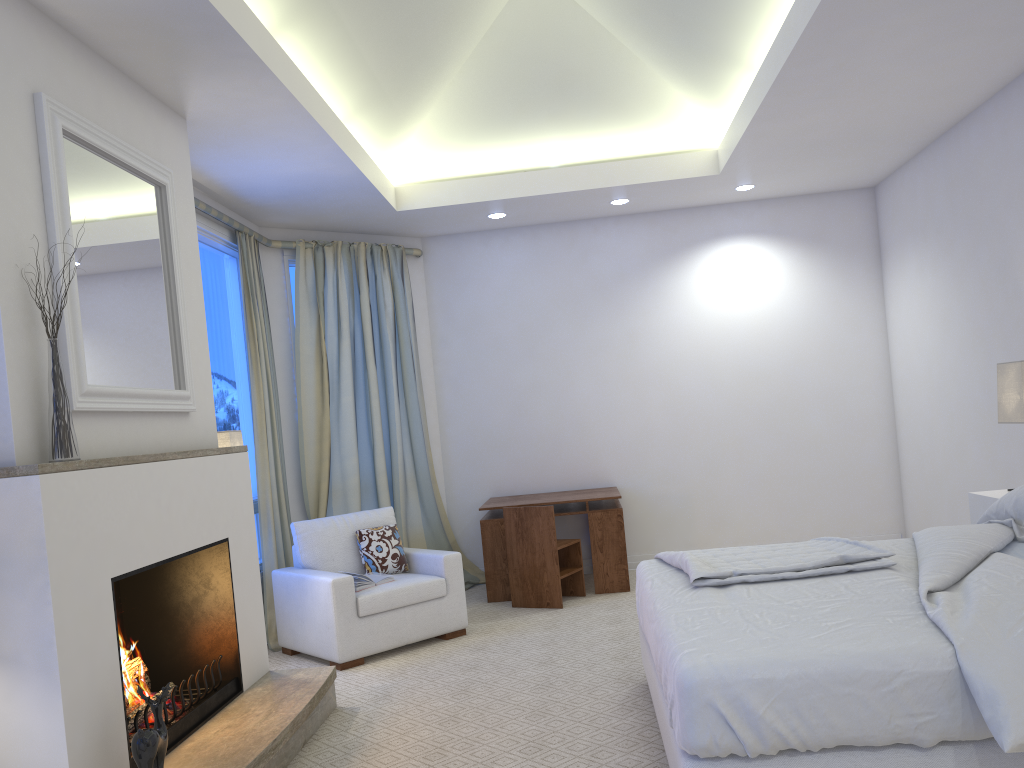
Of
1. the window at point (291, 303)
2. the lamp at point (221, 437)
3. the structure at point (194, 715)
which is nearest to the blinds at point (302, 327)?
the window at point (291, 303)

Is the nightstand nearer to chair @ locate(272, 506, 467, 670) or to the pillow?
chair @ locate(272, 506, 467, 670)

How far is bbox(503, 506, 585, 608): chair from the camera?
5.19m

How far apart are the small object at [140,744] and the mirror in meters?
0.9 m

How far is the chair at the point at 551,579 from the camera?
5.2m

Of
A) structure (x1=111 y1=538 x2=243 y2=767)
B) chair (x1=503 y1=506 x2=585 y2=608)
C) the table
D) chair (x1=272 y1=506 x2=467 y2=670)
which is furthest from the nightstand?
structure (x1=111 y1=538 x2=243 y2=767)

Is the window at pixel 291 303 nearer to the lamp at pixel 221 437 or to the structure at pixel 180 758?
the lamp at pixel 221 437

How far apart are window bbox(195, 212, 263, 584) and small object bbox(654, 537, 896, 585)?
2.6 meters

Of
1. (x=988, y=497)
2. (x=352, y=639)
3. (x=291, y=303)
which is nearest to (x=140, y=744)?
(x=352, y=639)

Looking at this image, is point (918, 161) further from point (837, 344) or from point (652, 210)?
point (652, 210)
